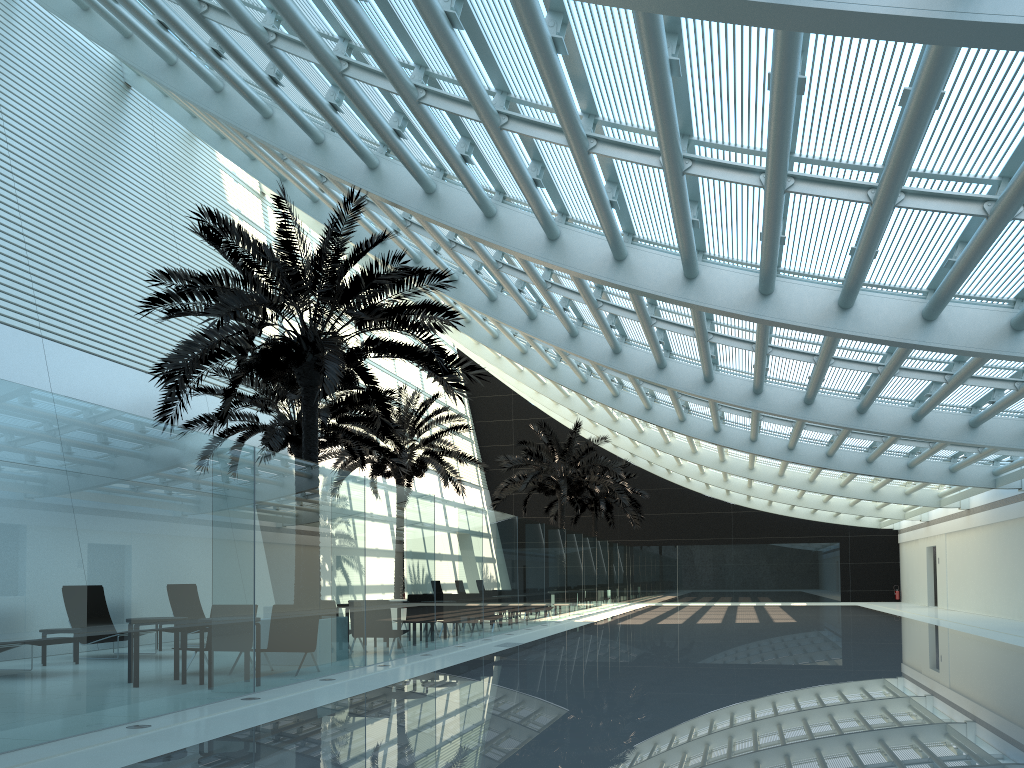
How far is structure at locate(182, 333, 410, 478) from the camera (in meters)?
17.79

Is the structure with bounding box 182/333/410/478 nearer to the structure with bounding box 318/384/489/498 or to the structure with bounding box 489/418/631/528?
the structure with bounding box 318/384/489/498

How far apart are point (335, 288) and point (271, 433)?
7.0m

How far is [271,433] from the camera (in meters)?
17.79

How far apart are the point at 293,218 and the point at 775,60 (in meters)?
8.16

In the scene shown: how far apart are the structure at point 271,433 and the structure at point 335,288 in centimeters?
262cm

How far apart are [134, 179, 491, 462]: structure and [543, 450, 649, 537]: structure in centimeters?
2333cm

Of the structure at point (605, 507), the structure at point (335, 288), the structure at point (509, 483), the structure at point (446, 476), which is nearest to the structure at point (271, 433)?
the structure at point (446, 476)

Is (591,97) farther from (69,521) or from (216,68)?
(216,68)

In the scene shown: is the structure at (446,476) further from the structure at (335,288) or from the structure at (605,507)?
the structure at (605,507)
